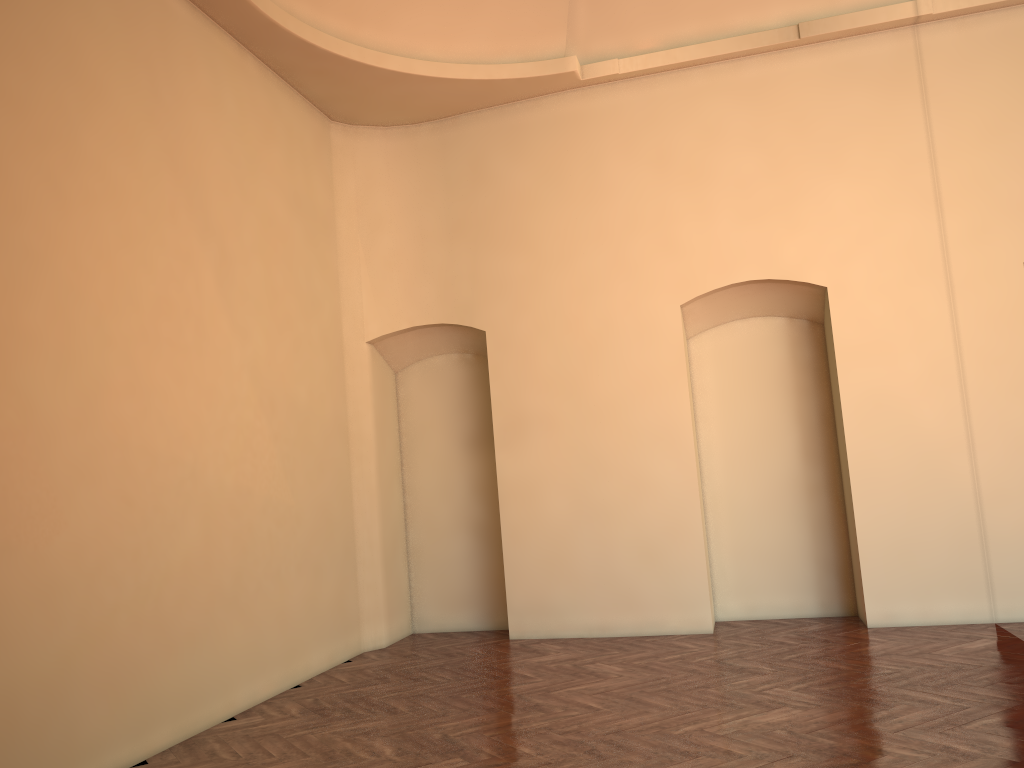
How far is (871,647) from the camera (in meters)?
6.90
